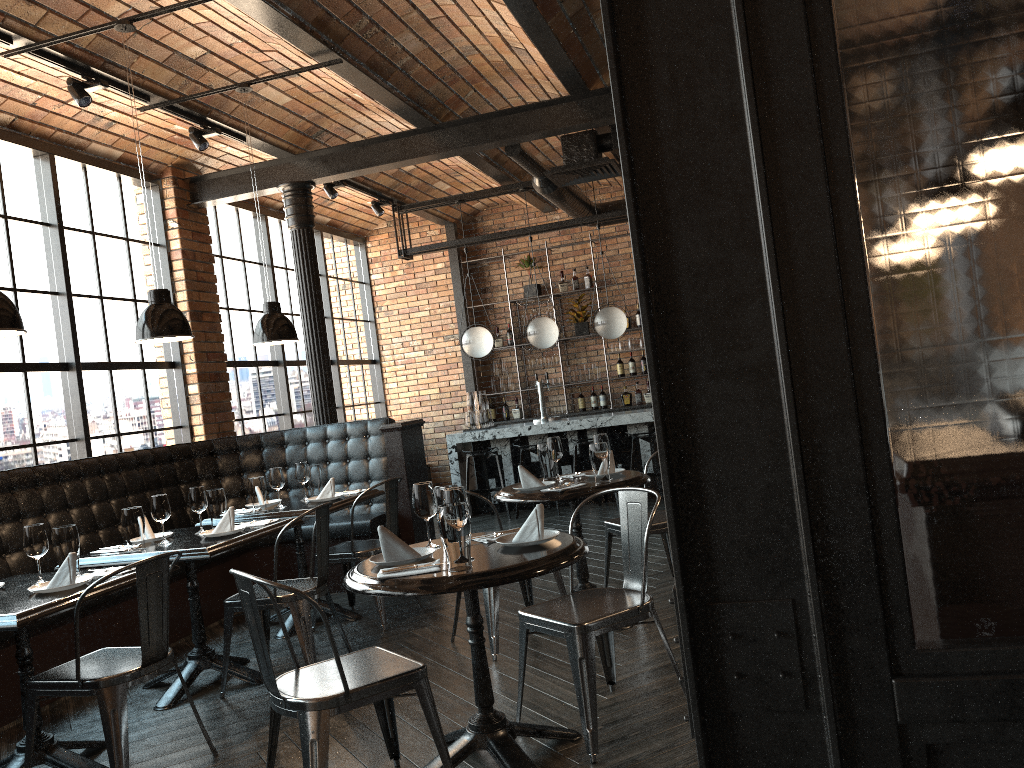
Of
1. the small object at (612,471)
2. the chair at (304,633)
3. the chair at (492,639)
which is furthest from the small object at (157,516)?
the small object at (612,471)

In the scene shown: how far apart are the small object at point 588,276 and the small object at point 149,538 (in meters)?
7.23

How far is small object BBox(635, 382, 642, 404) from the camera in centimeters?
1092cm

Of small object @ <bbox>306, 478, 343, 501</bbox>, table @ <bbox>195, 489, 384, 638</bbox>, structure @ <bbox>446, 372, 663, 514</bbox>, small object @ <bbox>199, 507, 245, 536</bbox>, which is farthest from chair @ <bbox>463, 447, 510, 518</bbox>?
small object @ <bbox>199, 507, 245, 536</bbox>

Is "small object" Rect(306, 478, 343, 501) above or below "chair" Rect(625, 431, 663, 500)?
above

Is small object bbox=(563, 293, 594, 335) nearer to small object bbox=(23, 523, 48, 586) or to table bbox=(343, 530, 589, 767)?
table bbox=(343, 530, 589, 767)

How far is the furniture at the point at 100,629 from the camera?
4.95m

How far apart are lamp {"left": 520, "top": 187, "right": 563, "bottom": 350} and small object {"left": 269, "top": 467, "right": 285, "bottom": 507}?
4.3m

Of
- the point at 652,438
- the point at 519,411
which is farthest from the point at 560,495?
the point at 519,411

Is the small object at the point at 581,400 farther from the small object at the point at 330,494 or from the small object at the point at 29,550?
the small object at the point at 29,550
